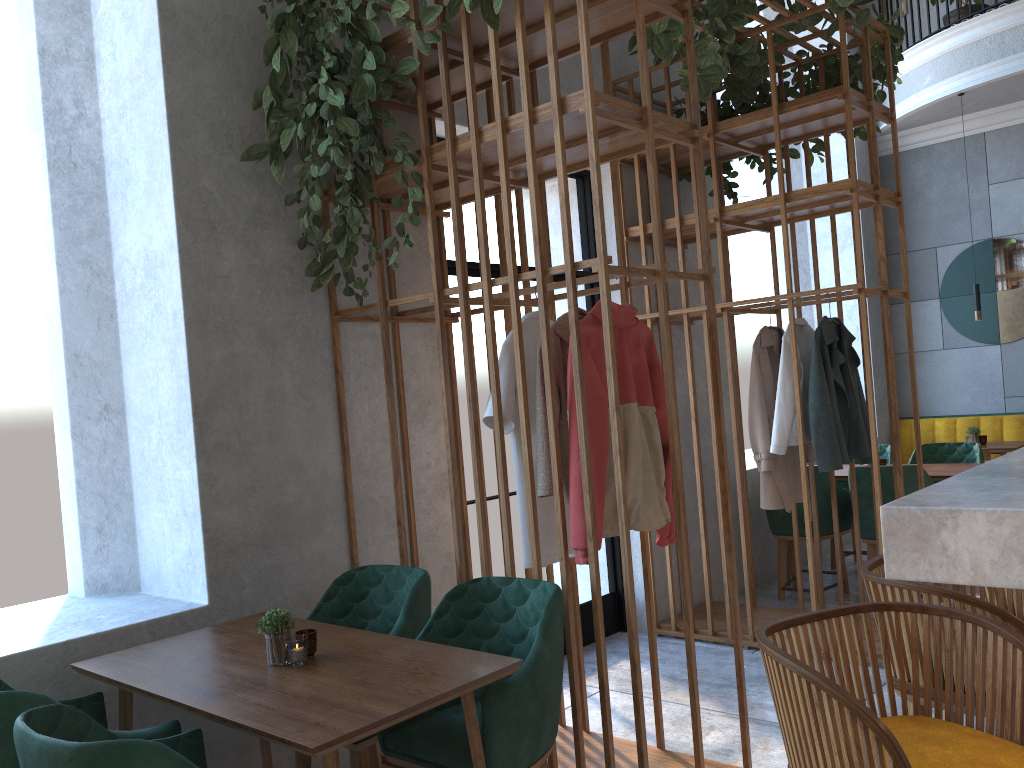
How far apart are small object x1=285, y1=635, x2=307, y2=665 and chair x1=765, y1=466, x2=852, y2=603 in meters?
3.8

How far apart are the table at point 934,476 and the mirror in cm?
259

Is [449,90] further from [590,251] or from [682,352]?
[682,352]

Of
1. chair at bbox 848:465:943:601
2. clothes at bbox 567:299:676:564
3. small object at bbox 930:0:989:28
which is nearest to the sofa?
chair at bbox 848:465:943:601

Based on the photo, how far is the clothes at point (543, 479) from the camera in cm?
290

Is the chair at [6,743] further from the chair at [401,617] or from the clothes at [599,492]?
the clothes at [599,492]

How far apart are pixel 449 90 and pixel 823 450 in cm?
257

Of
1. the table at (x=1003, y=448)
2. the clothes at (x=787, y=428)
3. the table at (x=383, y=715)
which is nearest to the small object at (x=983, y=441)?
the table at (x=1003, y=448)

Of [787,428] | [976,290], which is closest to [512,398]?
[787,428]

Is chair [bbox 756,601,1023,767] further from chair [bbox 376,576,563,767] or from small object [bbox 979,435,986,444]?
small object [bbox 979,435,986,444]
